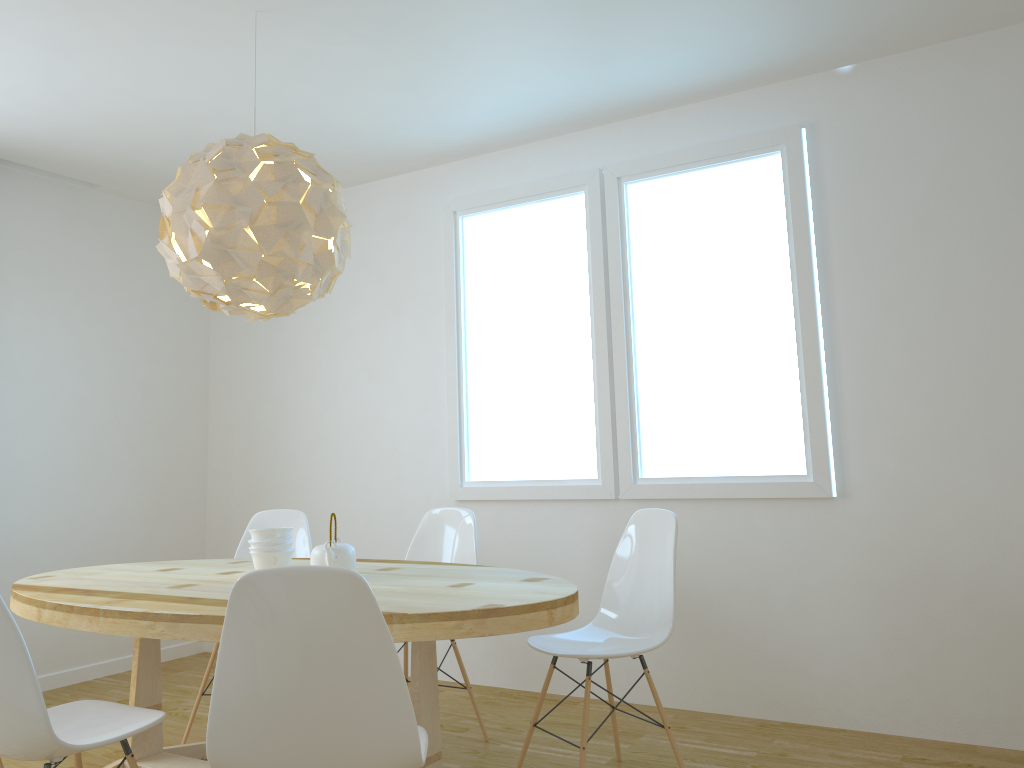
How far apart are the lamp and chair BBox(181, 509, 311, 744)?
1.3m

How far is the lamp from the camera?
2.7m

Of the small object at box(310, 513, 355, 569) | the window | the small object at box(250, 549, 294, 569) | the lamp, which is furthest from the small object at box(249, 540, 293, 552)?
the window

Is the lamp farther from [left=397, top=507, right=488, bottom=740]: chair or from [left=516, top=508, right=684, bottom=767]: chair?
[left=516, top=508, right=684, bottom=767]: chair

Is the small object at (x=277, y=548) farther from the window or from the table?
the window

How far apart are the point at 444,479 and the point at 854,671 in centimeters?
215cm

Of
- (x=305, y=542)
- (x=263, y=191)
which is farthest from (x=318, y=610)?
(x=305, y=542)

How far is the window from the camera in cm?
368

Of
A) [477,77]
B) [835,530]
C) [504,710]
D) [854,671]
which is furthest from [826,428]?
[477,77]

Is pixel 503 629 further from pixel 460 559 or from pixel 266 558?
pixel 460 559
